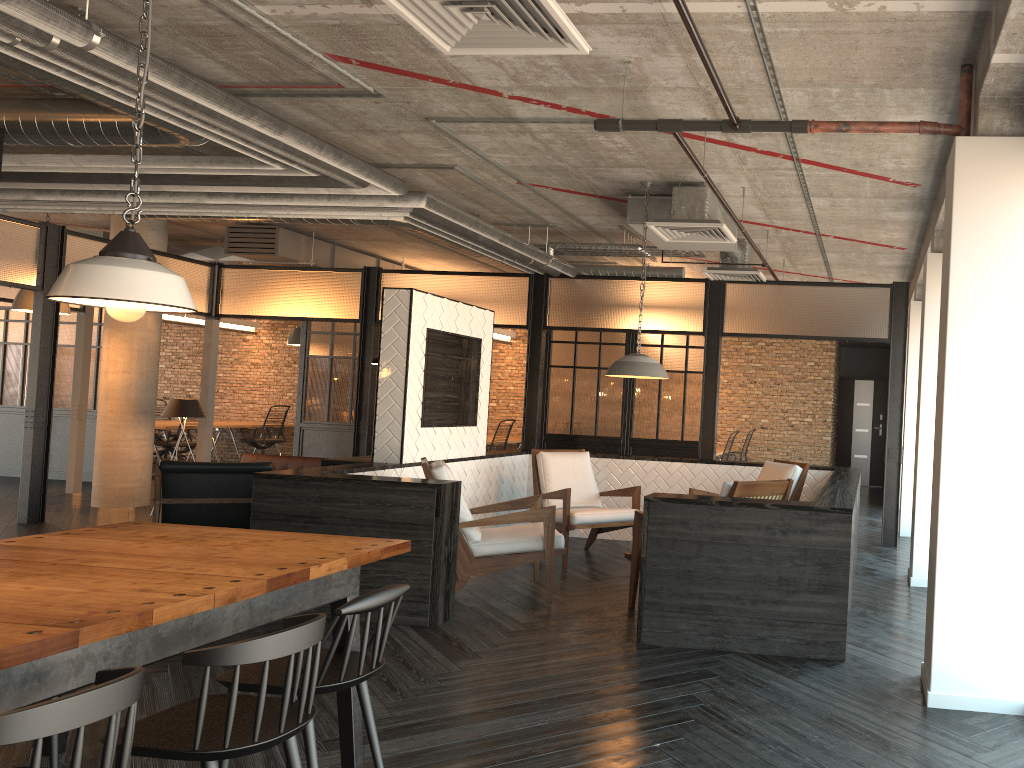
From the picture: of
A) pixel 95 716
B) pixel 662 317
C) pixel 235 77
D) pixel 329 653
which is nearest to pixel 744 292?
pixel 662 317

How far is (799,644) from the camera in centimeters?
432cm

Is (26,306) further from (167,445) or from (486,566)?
(486,566)

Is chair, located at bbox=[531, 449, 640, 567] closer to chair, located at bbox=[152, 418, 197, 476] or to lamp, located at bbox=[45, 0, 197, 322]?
lamp, located at bbox=[45, 0, 197, 322]

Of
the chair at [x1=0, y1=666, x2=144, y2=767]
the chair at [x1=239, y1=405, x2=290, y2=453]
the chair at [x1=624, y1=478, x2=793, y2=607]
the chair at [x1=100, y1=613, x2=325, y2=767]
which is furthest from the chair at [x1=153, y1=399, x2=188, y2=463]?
the chair at [x1=0, y1=666, x2=144, y2=767]

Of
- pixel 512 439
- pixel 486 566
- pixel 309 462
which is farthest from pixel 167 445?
pixel 486 566

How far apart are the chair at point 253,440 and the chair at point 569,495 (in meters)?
8.82

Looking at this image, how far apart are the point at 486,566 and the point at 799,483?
2.6 meters

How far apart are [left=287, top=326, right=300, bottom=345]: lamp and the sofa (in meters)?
3.39

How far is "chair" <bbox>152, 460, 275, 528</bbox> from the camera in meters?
6.7
